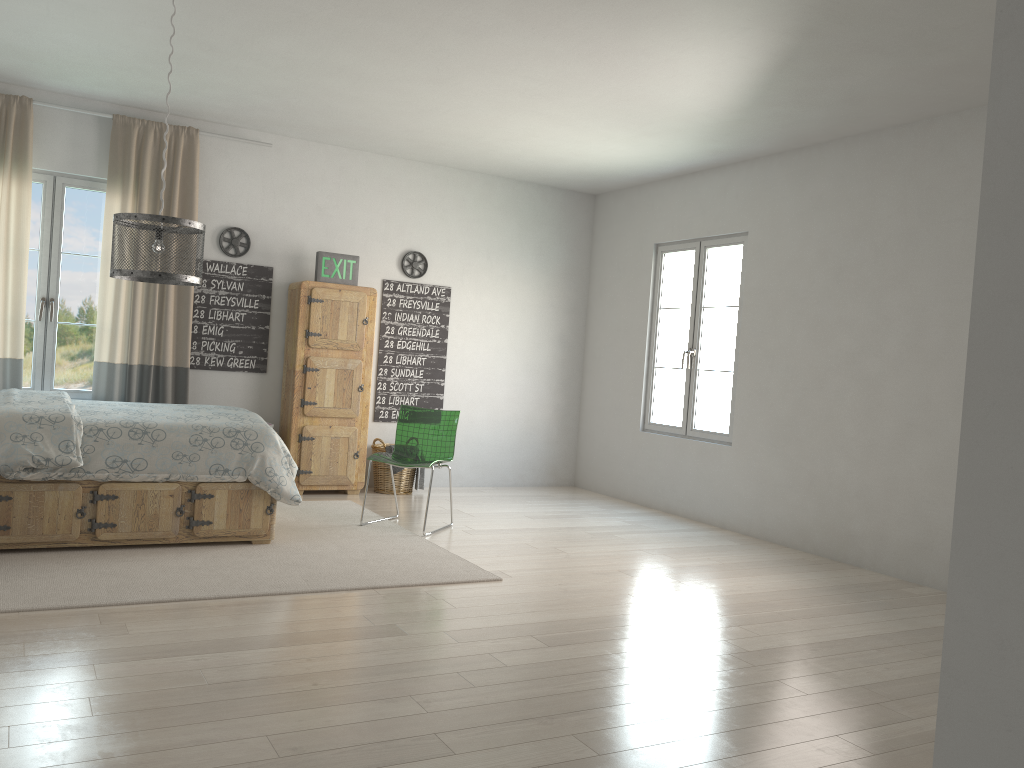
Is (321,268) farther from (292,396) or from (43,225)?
(43,225)

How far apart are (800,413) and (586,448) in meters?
2.5

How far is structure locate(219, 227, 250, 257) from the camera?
6.5m

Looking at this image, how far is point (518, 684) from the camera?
3.0 meters

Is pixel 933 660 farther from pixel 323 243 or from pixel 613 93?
pixel 323 243

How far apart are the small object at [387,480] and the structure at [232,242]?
1.82m

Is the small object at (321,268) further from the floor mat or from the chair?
the floor mat

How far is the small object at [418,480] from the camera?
6.9m

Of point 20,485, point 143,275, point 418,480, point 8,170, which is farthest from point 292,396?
point 143,275

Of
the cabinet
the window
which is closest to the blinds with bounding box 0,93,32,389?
the window
